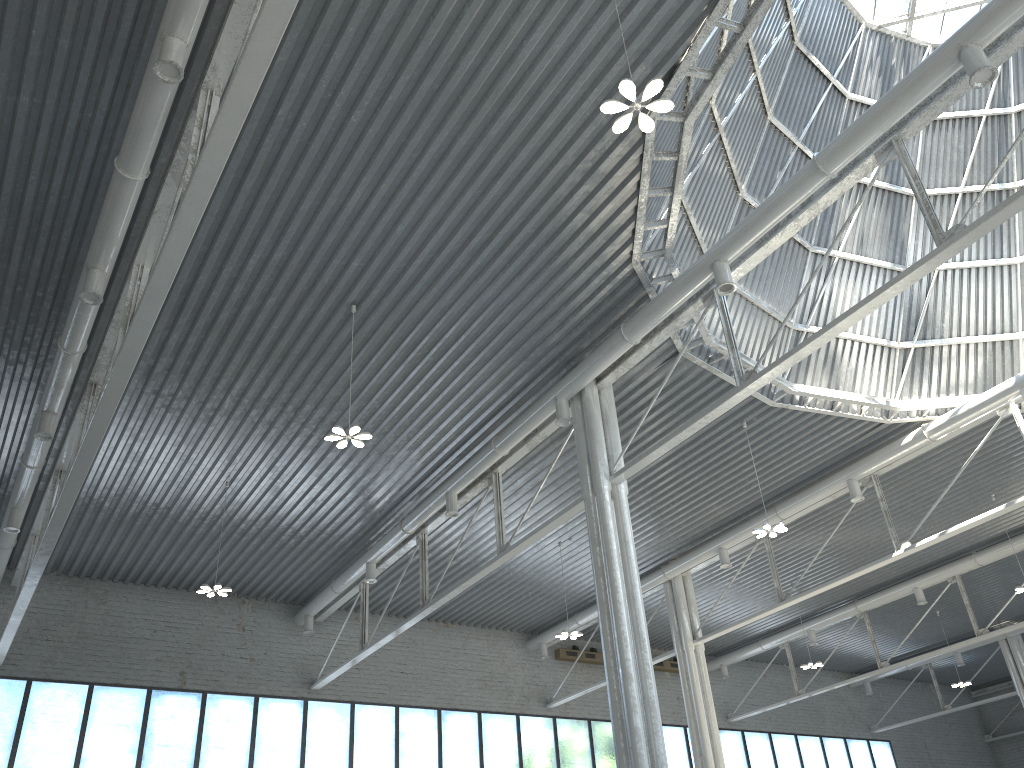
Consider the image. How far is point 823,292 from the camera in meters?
29.3 m

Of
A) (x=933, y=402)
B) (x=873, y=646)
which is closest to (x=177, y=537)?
(x=933, y=402)

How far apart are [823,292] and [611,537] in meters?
12.0 m
